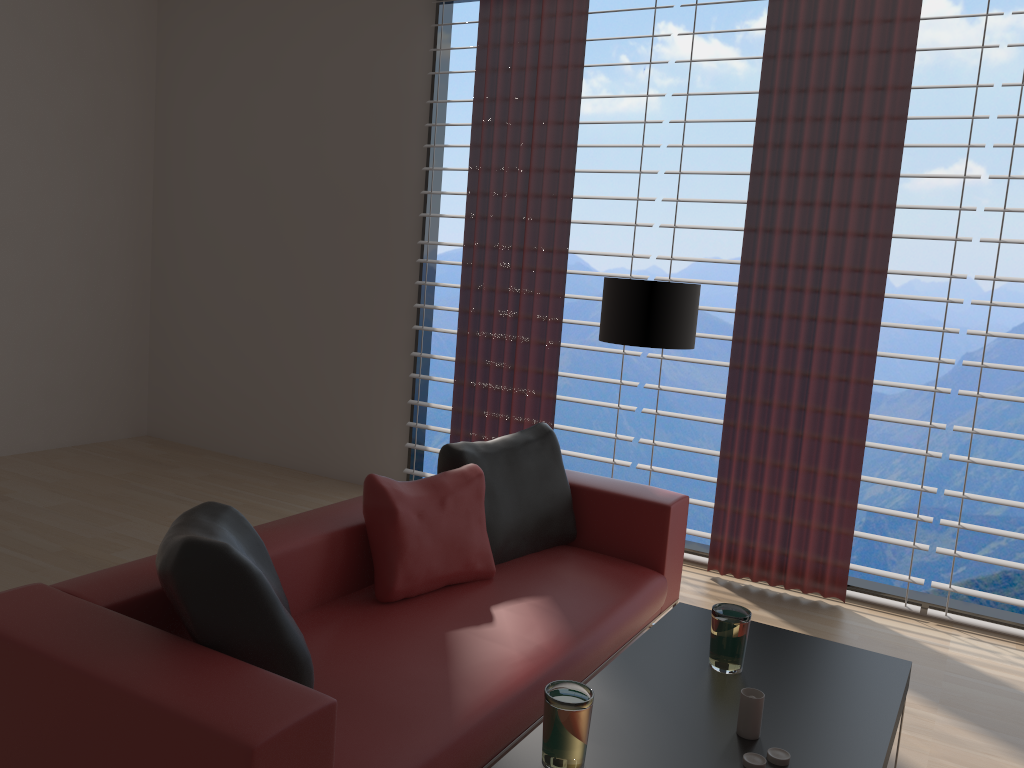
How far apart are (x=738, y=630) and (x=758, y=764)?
0.63m

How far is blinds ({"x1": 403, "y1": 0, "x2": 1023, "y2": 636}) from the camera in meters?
5.2

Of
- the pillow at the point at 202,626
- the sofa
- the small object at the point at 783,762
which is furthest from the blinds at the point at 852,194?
the pillow at the point at 202,626

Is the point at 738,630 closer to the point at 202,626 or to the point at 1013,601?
the point at 202,626

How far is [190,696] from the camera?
2.2m

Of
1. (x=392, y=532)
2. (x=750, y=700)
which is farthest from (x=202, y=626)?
(x=750, y=700)

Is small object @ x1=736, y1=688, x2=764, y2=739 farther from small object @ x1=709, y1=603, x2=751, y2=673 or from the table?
small object @ x1=709, y1=603, x2=751, y2=673

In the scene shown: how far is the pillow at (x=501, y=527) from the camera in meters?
4.4 m

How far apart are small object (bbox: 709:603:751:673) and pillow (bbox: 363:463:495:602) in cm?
127

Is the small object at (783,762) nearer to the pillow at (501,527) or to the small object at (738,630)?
the small object at (738,630)
